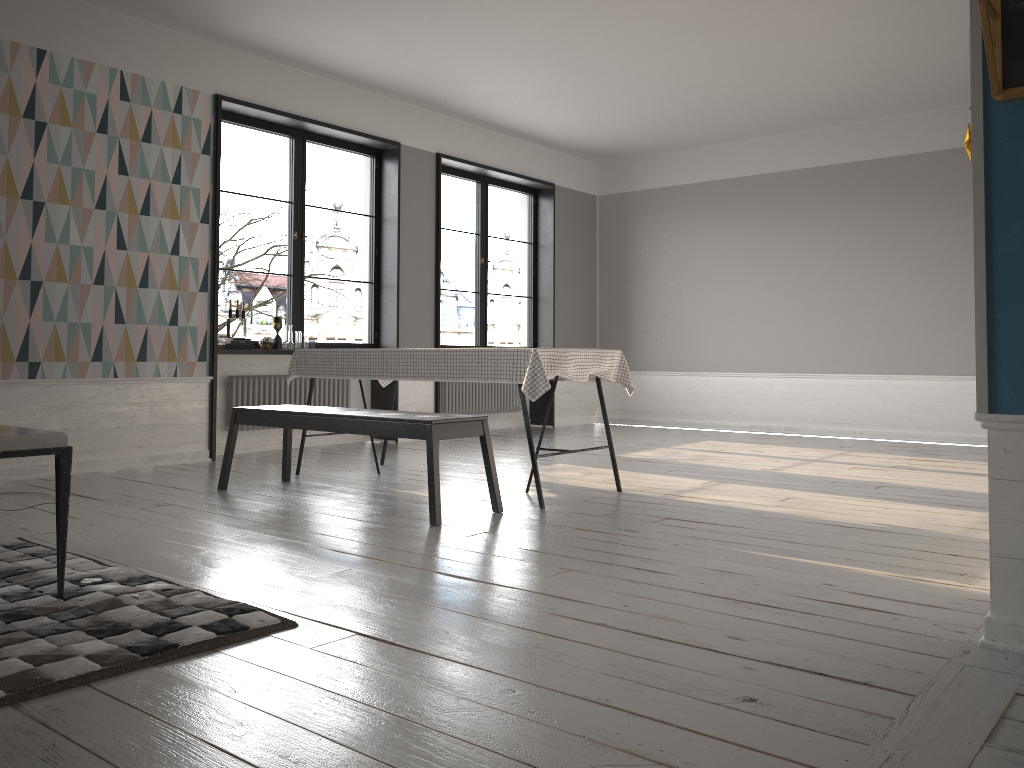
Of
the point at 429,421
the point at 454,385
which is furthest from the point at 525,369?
the point at 454,385

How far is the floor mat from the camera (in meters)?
2.06

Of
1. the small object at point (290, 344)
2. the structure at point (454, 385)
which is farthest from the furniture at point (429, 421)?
the structure at point (454, 385)

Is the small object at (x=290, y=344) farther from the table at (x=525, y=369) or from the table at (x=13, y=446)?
the table at (x=13, y=446)

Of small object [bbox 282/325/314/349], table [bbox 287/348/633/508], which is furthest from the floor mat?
small object [bbox 282/325/314/349]

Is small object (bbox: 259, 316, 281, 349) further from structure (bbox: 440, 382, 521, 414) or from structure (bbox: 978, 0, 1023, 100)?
structure (bbox: 978, 0, 1023, 100)

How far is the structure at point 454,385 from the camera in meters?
8.6

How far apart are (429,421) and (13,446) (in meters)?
1.79

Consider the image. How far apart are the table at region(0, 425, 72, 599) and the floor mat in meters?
0.0

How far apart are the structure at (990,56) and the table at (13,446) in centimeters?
273cm
